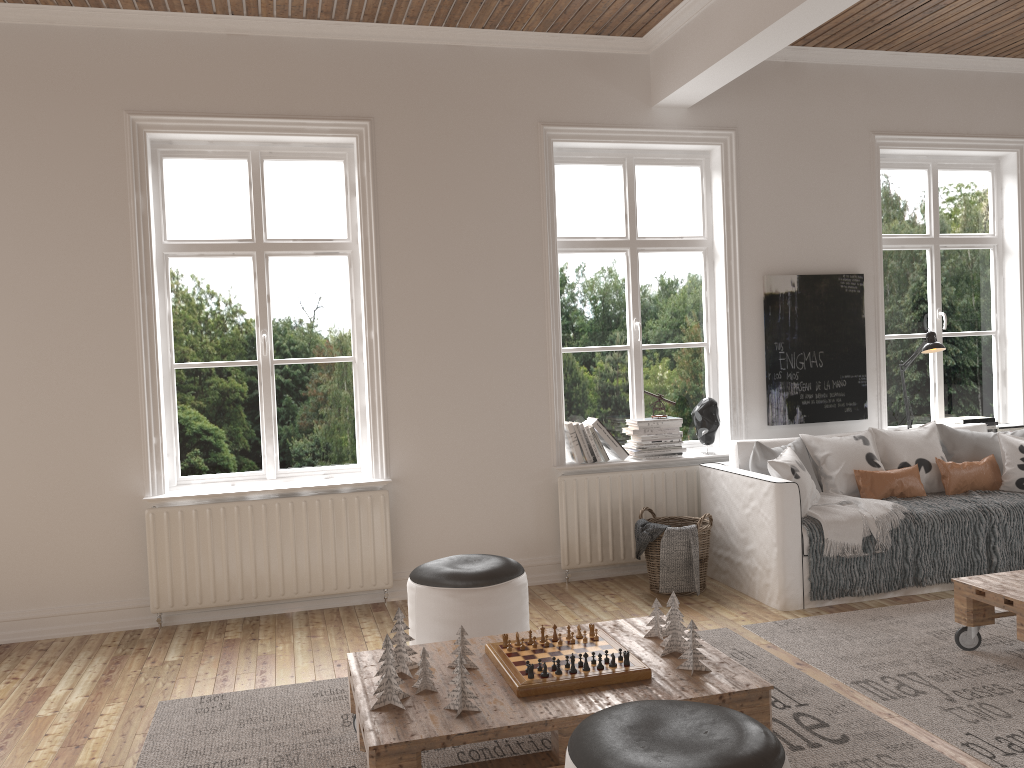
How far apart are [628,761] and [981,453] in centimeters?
405cm

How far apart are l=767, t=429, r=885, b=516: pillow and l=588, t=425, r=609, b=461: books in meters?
1.0 m

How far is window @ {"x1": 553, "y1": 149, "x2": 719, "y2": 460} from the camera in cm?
529

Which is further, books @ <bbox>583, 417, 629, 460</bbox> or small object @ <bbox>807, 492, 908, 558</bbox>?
books @ <bbox>583, 417, 629, 460</bbox>

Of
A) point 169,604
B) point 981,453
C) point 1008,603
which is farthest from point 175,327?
point 981,453

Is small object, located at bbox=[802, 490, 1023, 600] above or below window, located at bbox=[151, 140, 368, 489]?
below

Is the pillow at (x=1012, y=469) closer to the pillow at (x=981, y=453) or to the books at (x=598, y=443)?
the pillow at (x=981, y=453)

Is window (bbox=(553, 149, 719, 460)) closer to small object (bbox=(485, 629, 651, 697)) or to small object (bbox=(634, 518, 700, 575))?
small object (bbox=(634, 518, 700, 575))

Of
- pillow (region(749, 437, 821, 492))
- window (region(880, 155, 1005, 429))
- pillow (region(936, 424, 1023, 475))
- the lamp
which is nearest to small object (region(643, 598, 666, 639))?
pillow (region(749, 437, 821, 492))

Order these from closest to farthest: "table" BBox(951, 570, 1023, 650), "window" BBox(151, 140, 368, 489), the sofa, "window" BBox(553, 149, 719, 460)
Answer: "table" BBox(951, 570, 1023, 650), the sofa, "window" BBox(151, 140, 368, 489), "window" BBox(553, 149, 719, 460)
